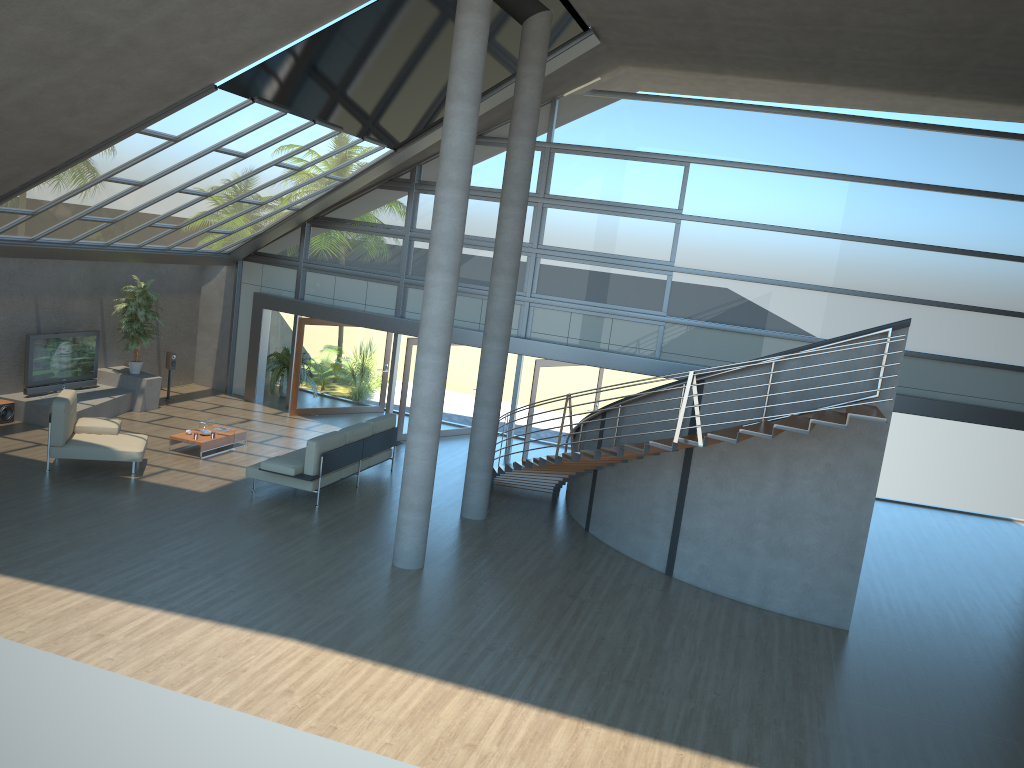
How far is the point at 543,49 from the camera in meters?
11.7 m

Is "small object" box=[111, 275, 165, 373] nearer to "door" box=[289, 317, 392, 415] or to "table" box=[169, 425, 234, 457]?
"door" box=[289, 317, 392, 415]

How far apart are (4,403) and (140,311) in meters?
2.9 m

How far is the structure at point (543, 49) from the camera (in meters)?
11.65

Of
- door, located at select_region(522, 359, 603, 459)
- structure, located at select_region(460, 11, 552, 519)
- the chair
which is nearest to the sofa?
the chair

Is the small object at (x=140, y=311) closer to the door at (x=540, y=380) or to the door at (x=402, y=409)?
the door at (x=402, y=409)

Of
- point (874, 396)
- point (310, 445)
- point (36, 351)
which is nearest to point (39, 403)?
point (36, 351)

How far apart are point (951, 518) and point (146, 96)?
15.00m

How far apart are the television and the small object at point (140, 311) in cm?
51

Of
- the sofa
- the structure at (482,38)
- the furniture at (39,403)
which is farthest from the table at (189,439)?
the structure at (482,38)
